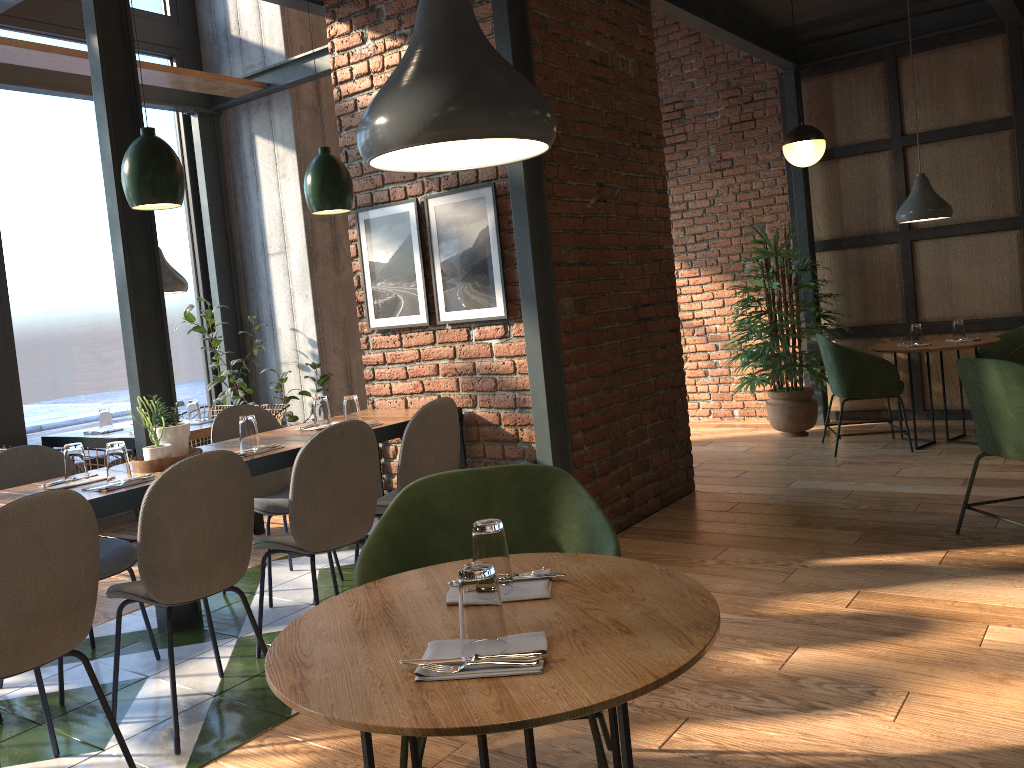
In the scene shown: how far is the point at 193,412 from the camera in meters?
5.4 m

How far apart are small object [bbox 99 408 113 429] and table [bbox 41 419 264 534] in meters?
0.1 m

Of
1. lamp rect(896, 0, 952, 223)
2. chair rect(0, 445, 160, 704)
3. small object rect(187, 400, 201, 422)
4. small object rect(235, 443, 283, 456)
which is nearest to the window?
small object rect(187, 400, 201, 422)

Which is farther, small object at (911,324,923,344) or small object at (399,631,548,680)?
small object at (911,324,923,344)

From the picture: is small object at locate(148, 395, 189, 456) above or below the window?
below

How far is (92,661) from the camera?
3.57m

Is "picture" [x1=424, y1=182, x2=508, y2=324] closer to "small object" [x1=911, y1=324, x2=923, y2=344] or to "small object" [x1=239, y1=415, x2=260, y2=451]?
"small object" [x1=239, y1=415, x2=260, y2=451]

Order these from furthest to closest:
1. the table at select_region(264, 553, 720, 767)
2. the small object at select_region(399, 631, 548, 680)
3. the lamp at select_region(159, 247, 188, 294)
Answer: the lamp at select_region(159, 247, 188, 294) < the small object at select_region(399, 631, 548, 680) < the table at select_region(264, 553, 720, 767)

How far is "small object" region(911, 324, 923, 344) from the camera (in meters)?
5.95

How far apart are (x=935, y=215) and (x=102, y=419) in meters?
5.5 m
